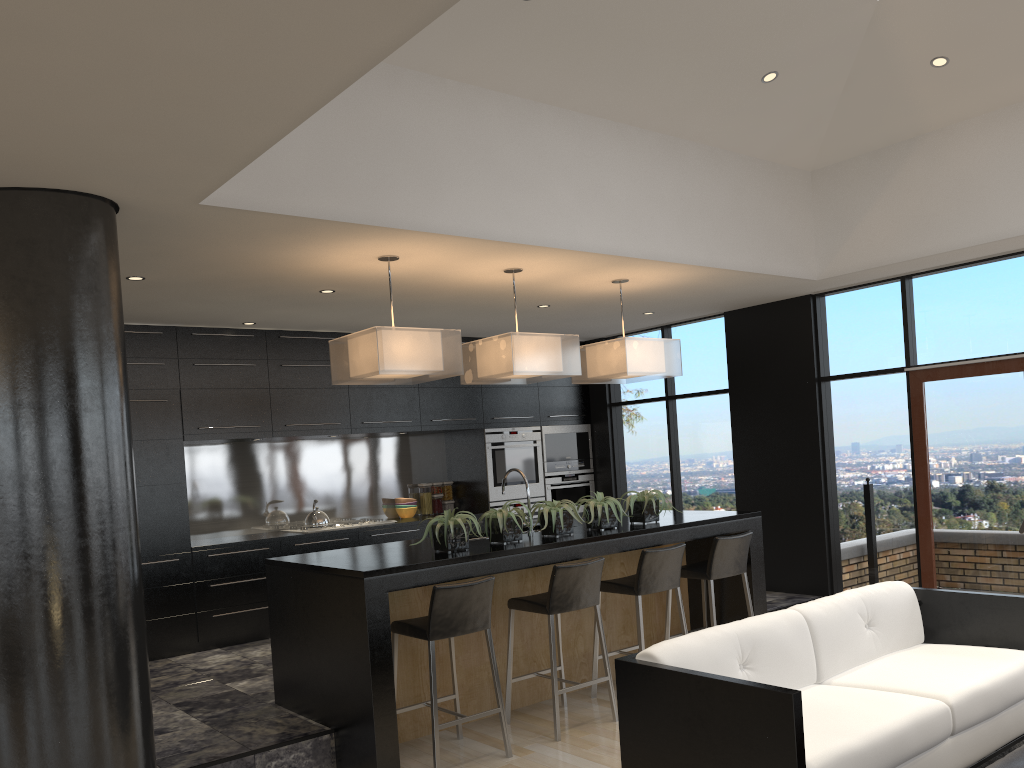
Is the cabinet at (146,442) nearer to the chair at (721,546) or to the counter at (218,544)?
the counter at (218,544)

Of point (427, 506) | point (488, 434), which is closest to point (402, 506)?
point (427, 506)

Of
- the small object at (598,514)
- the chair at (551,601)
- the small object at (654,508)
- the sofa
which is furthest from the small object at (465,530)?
the sofa

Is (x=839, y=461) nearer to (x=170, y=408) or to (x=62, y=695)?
(x=170, y=408)

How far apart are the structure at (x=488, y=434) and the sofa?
4.6 meters

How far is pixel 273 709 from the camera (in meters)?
4.89

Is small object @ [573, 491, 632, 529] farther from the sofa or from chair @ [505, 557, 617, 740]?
the sofa

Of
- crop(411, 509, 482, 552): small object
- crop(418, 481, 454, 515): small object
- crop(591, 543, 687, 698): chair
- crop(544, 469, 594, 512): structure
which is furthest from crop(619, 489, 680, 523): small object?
crop(418, 481, 454, 515): small object

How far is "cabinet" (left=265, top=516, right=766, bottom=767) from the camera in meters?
4.2

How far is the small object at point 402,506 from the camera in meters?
8.4
